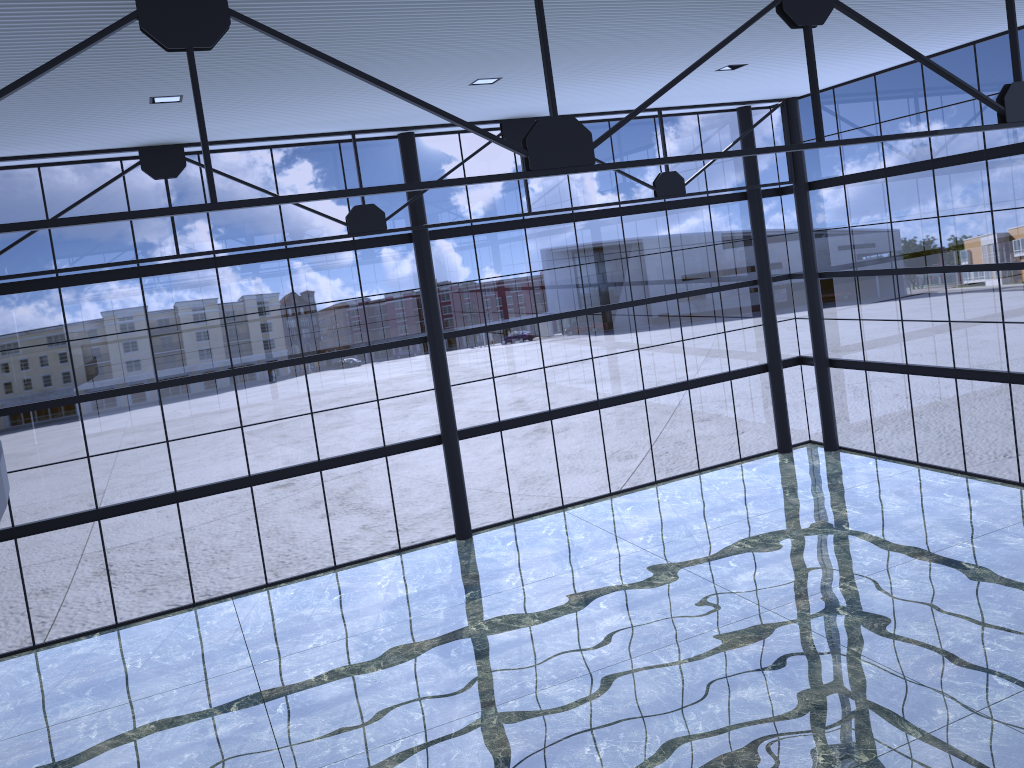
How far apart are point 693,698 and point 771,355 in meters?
16.9 m

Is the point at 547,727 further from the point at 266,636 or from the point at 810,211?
the point at 810,211
